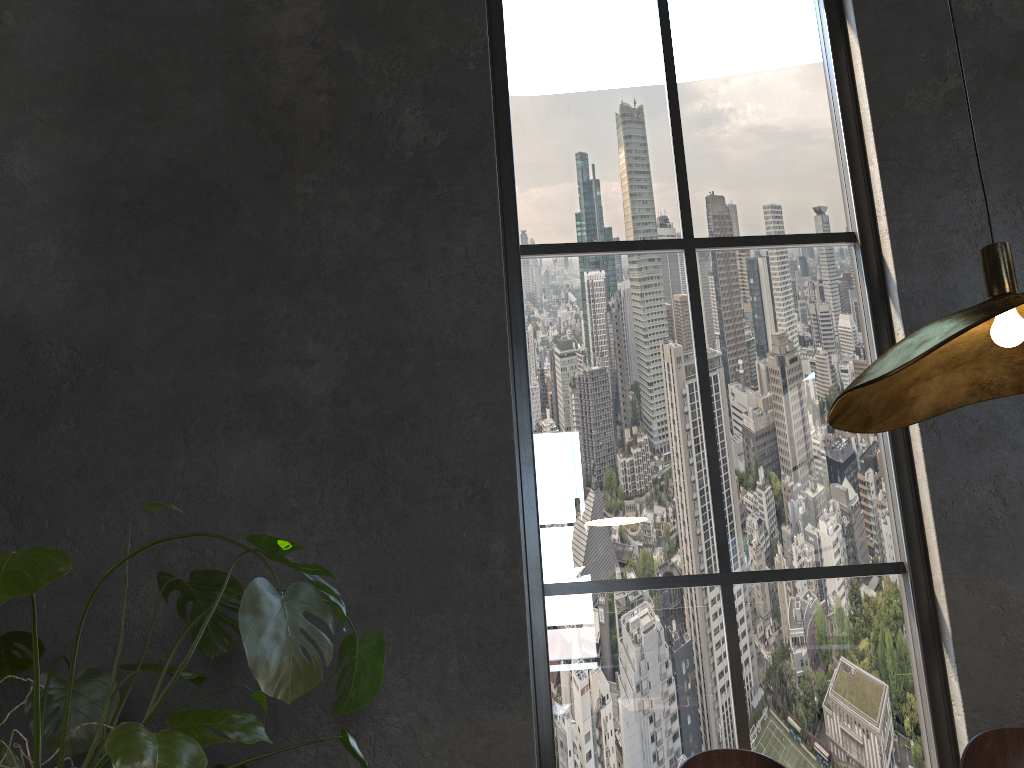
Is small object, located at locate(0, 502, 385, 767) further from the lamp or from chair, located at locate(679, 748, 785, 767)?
the lamp

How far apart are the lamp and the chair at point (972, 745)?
0.8 meters

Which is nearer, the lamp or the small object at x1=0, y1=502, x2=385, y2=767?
the lamp

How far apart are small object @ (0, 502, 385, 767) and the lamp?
1.03m

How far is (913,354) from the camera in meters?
1.3 m

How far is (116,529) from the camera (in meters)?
3.01

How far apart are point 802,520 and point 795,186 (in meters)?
1.37

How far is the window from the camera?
3.1 meters

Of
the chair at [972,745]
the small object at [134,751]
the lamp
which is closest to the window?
the small object at [134,751]

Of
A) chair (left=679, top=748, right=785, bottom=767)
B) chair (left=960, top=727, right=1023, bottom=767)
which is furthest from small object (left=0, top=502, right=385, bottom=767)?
chair (left=960, top=727, right=1023, bottom=767)
